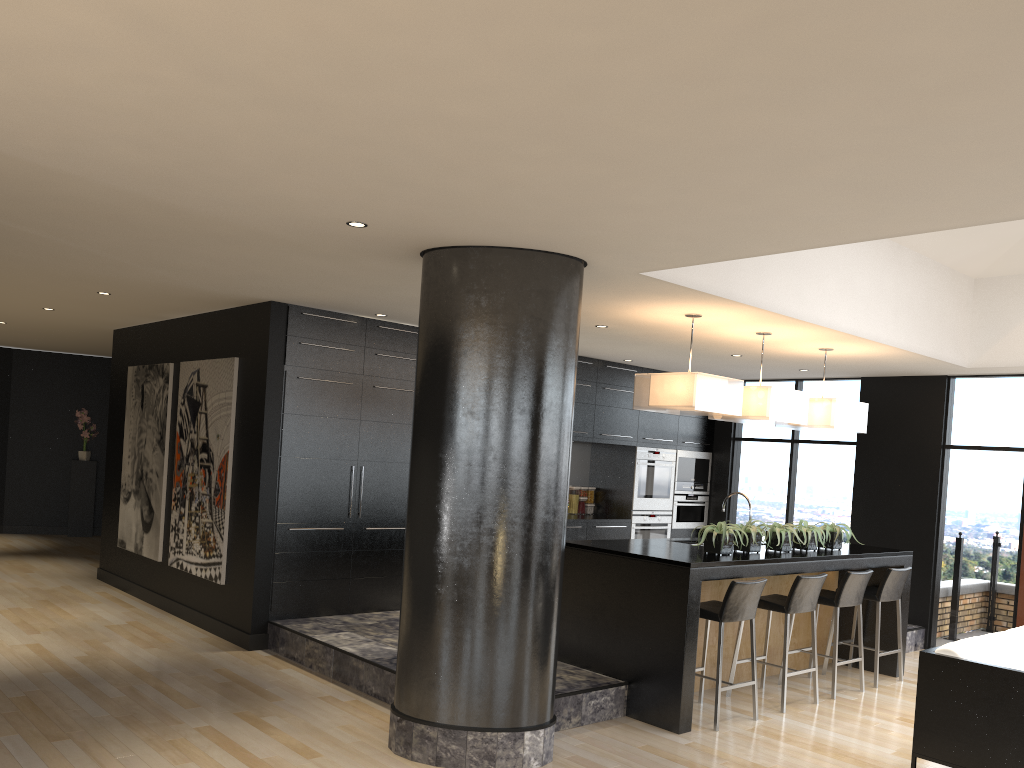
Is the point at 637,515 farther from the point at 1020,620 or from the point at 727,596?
the point at 727,596

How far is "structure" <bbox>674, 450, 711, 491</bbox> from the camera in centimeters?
1033cm

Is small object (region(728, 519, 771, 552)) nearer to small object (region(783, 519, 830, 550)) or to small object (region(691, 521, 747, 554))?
small object (region(691, 521, 747, 554))

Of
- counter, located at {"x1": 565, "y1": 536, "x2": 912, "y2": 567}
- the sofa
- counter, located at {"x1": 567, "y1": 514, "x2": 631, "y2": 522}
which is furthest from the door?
counter, located at {"x1": 567, "y1": 514, "x2": 631, "y2": 522}

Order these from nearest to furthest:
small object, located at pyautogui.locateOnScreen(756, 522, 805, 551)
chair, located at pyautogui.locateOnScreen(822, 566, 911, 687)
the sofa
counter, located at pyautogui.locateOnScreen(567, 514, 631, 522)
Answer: the sofa < small object, located at pyautogui.locateOnScreen(756, 522, 805, 551) < chair, located at pyautogui.locateOnScreen(822, 566, 911, 687) < counter, located at pyautogui.locateOnScreen(567, 514, 631, 522)

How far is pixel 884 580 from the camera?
7.0m

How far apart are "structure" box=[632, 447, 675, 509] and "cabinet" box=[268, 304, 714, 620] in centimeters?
7cm

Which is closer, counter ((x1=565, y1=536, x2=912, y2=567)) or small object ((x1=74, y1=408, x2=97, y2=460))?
counter ((x1=565, y1=536, x2=912, y2=567))

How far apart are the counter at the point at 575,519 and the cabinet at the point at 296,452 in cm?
7

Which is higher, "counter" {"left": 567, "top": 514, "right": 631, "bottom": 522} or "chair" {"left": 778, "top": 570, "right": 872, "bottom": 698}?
"counter" {"left": 567, "top": 514, "right": 631, "bottom": 522}
